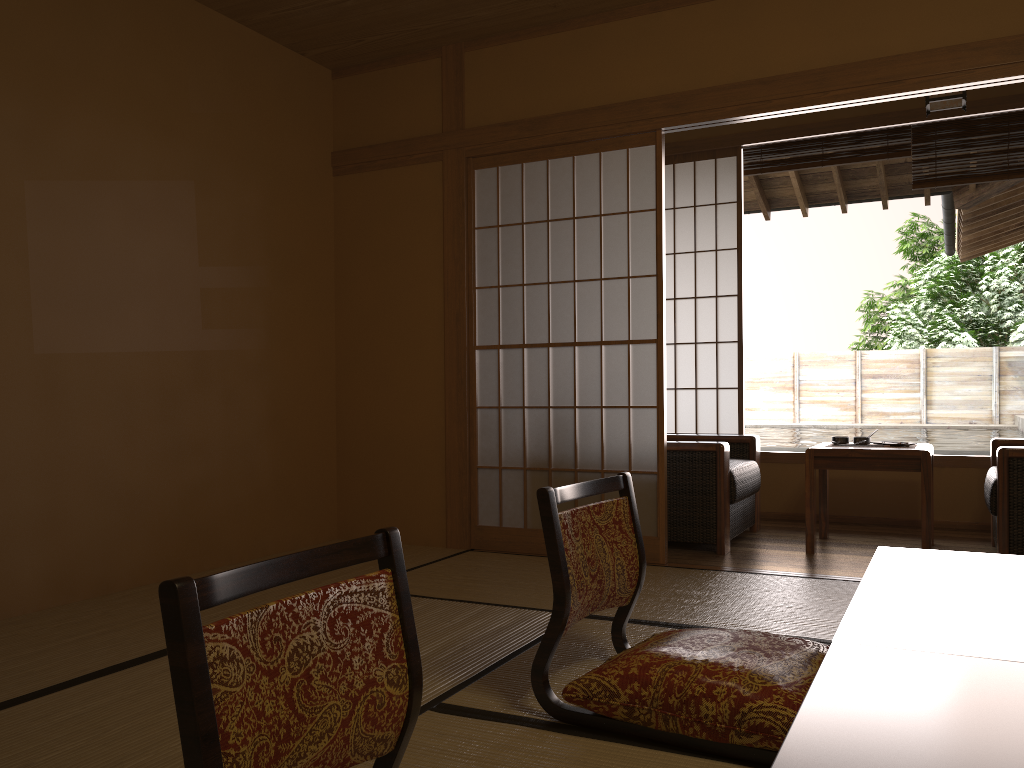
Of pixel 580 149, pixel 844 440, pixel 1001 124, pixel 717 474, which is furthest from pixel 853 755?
pixel 1001 124

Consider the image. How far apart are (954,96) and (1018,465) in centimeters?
170cm

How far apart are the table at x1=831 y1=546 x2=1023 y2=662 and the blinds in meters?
3.5

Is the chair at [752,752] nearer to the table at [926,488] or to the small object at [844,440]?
the table at [926,488]

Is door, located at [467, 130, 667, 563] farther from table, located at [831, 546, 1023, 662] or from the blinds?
table, located at [831, 546, 1023, 662]

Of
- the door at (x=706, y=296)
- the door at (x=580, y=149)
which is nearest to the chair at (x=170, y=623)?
the door at (x=580, y=149)

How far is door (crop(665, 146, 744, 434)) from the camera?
5.6m

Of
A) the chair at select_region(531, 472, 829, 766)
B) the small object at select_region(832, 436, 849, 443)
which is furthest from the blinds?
the chair at select_region(531, 472, 829, 766)

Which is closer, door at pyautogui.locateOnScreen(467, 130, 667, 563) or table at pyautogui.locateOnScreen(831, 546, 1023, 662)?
table at pyautogui.locateOnScreen(831, 546, 1023, 662)

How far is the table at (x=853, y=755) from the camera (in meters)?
0.99
